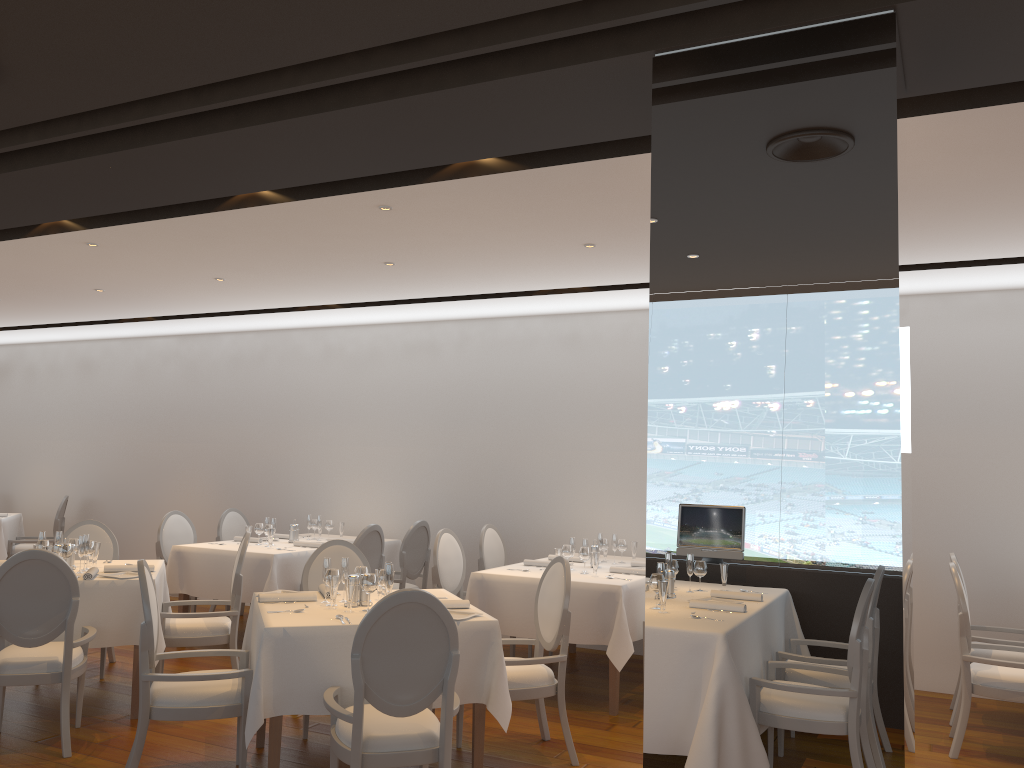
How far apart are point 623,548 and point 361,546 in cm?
211

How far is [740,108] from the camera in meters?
2.9

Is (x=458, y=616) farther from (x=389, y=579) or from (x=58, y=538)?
(x=58, y=538)

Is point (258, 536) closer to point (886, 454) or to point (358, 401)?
point (358, 401)

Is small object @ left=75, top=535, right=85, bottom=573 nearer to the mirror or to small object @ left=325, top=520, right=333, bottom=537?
small object @ left=325, top=520, right=333, bottom=537

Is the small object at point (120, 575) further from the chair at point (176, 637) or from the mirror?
the mirror

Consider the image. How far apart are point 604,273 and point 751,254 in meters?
3.7

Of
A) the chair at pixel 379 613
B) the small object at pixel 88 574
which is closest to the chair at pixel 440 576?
the small object at pixel 88 574

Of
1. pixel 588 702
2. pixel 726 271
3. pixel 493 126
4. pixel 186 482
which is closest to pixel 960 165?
pixel 726 271

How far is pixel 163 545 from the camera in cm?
805
